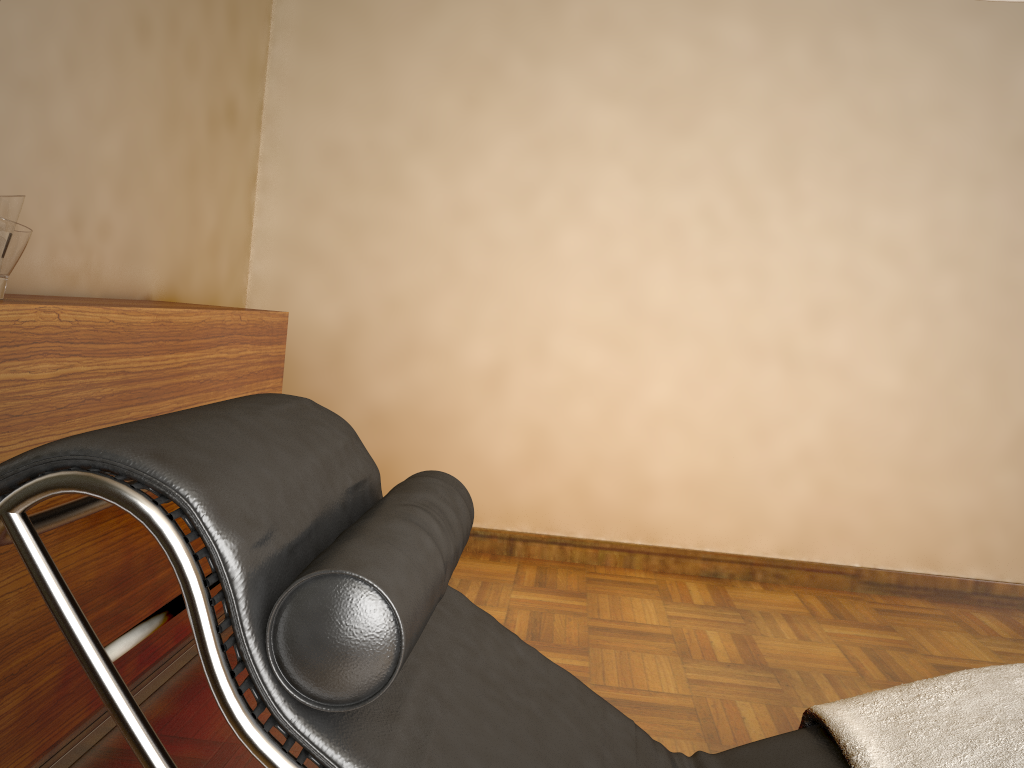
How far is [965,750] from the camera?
1.12m

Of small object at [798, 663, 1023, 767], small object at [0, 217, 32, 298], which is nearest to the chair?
small object at [798, 663, 1023, 767]

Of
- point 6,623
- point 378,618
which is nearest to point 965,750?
point 378,618

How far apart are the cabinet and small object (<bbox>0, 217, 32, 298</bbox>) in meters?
0.0 m

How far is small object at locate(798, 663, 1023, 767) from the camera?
1.1 meters

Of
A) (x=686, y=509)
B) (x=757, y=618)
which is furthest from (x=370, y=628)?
(x=686, y=509)

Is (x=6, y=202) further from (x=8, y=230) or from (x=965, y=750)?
(x=965, y=750)

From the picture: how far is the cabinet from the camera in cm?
149

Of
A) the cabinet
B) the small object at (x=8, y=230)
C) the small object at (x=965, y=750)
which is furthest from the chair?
the small object at (x=8, y=230)

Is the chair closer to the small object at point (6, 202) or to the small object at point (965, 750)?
the small object at point (965, 750)
